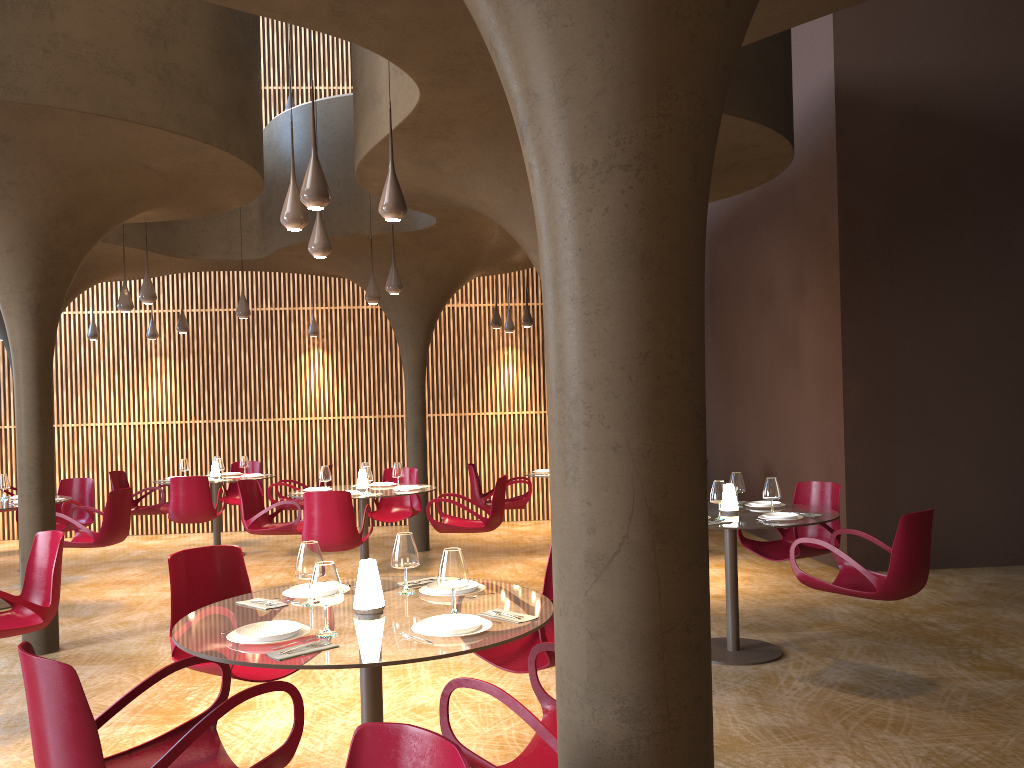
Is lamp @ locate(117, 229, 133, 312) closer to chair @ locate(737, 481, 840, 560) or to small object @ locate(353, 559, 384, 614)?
A: chair @ locate(737, 481, 840, 560)

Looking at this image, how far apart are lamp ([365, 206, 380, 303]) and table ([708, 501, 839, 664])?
5.0 meters

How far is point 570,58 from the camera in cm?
214

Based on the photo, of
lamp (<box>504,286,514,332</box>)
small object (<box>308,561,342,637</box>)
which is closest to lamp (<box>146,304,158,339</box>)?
lamp (<box>504,286,514,332</box>)

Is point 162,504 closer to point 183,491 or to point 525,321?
point 183,491

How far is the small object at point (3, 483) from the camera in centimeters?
1007cm

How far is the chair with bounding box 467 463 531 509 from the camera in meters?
11.8

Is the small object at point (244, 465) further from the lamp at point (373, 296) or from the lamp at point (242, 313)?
the lamp at point (373, 296)

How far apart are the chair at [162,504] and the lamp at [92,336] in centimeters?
304cm

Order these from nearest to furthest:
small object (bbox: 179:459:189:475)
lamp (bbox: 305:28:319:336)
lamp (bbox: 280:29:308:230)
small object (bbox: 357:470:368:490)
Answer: lamp (bbox: 280:29:308:230), small object (bbox: 357:470:368:490), small object (bbox: 179:459:189:475), lamp (bbox: 305:28:319:336)
